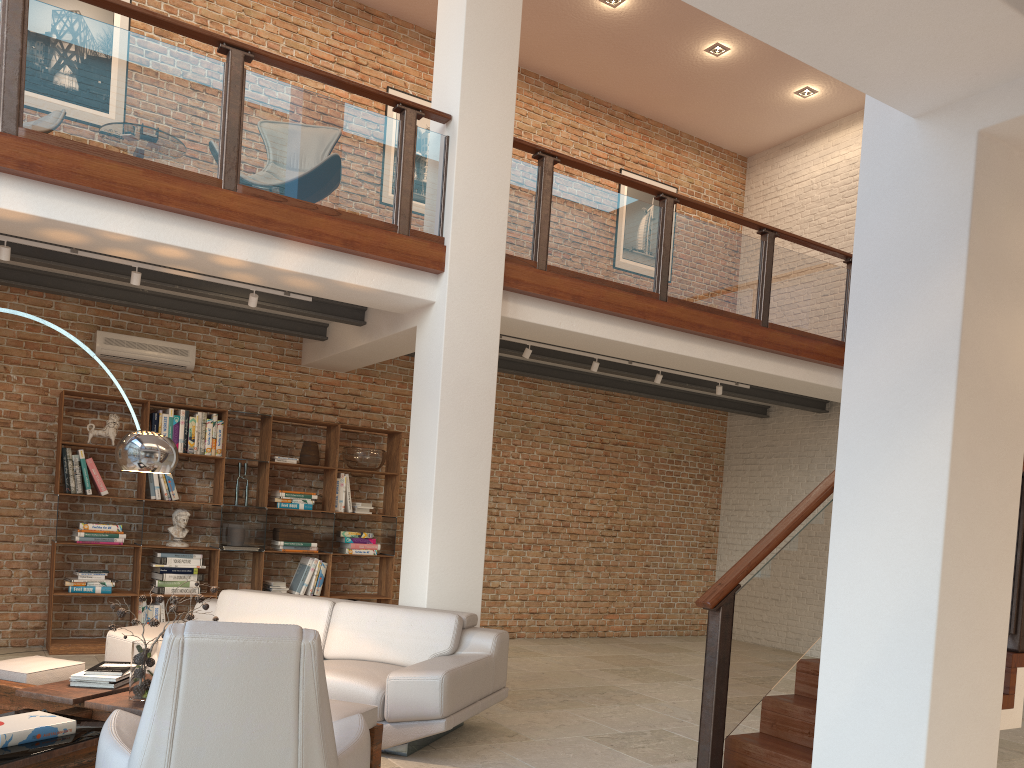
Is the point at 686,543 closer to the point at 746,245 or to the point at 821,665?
the point at 746,245

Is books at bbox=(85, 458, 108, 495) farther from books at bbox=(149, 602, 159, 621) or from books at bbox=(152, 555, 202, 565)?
books at bbox=(149, 602, 159, 621)

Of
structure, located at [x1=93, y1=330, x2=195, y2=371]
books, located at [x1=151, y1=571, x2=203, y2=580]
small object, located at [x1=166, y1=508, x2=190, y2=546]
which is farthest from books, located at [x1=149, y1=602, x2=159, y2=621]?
structure, located at [x1=93, y1=330, x2=195, y2=371]

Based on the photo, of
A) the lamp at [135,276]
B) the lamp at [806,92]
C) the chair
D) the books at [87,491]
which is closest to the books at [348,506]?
the books at [87,491]

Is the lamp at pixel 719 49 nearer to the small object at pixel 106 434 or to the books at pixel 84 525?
the small object at pixel 106 434

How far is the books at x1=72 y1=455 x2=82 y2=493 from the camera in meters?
7.3 m

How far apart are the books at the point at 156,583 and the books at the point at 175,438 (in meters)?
1.23

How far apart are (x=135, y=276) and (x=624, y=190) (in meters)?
6.75

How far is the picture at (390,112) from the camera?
9.45m

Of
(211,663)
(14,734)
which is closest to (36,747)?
(14,734)
